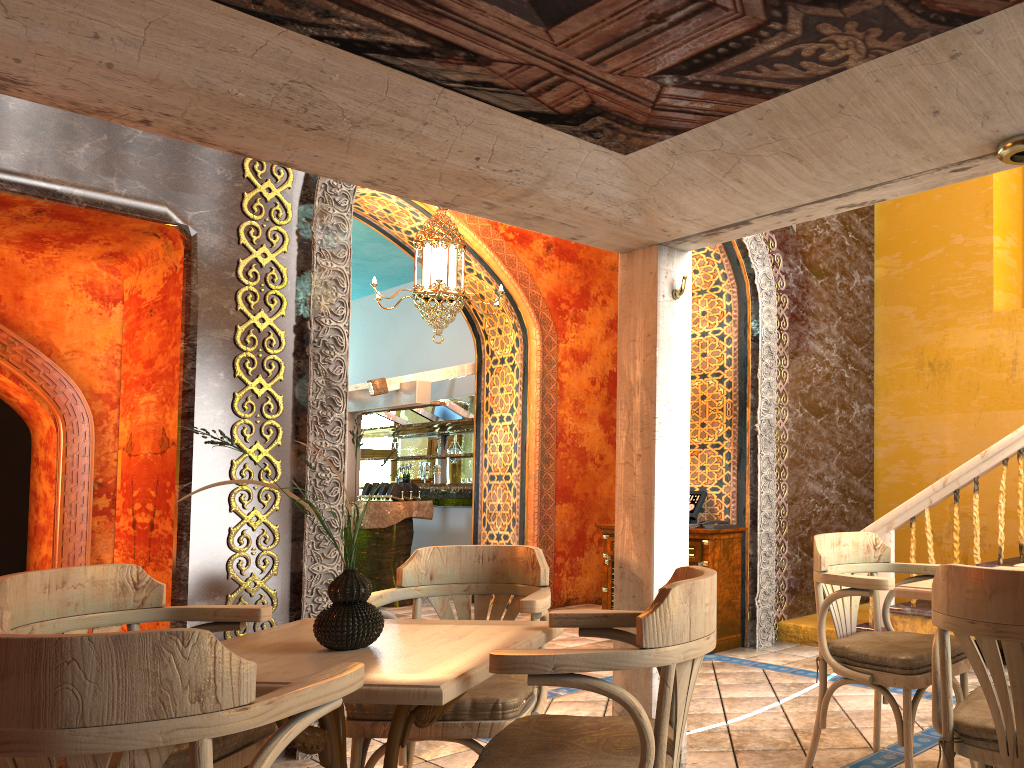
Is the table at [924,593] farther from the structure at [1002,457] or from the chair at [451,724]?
the structure at [1002,457]

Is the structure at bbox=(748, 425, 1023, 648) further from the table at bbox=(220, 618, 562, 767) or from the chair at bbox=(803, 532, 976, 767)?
the table at bbox=(220, 618, 562, 767)

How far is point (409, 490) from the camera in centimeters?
1062cm

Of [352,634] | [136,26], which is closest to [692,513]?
[352,634]

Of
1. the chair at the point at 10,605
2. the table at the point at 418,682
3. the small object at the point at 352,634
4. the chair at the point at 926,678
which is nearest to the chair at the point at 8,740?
the table at the point at 418,682

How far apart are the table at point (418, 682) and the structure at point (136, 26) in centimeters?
65cm

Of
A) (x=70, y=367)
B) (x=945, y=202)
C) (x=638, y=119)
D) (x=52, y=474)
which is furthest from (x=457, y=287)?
(x=638, y=119)

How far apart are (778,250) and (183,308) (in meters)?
5.03

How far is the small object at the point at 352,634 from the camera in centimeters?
263cm

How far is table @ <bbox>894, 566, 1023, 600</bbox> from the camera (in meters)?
3.20
